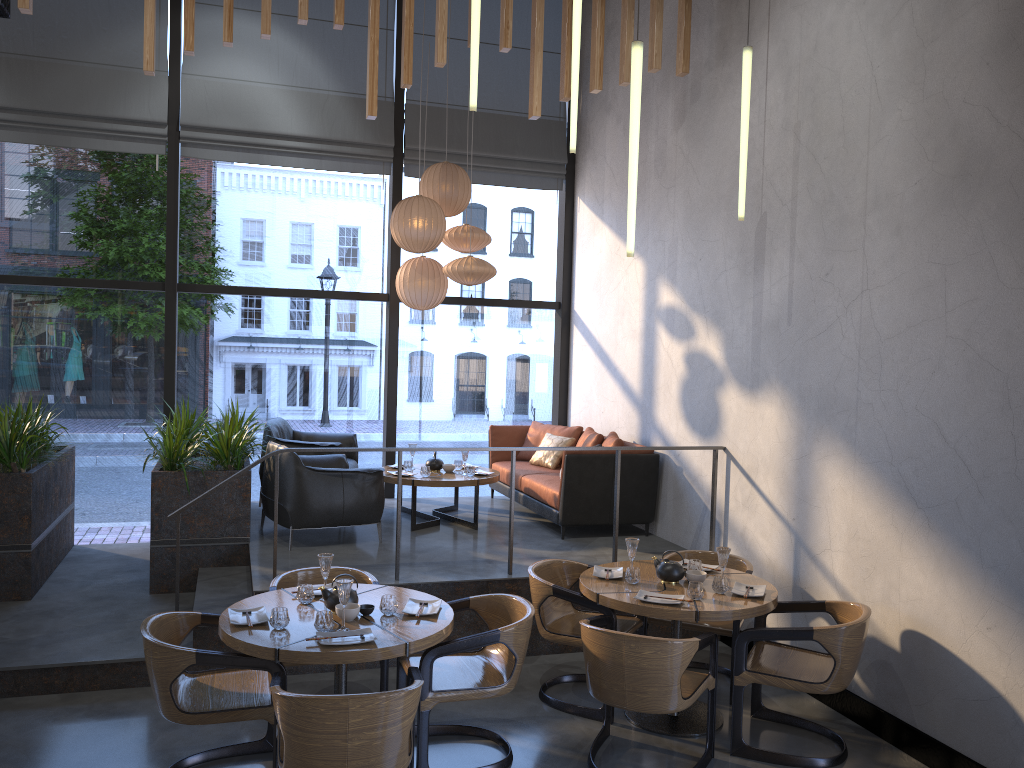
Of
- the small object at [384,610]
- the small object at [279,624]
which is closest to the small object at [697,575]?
the small object at [384,610]

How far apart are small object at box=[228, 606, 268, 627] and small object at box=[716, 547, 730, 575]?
2.4m

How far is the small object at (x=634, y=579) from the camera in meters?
4.9

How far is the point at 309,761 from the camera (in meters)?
3.27

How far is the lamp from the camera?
4.2 meters

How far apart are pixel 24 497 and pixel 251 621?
3.11m

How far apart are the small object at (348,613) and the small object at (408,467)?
3.5 meters

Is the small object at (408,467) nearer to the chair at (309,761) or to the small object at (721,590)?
the chair at (309,761)

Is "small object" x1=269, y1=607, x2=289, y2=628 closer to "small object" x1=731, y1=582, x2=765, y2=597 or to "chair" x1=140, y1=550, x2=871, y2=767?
"chair" x1=140, y1=550, x2=871, y2=767

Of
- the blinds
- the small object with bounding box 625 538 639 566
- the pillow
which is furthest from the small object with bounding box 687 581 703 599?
the blinds
